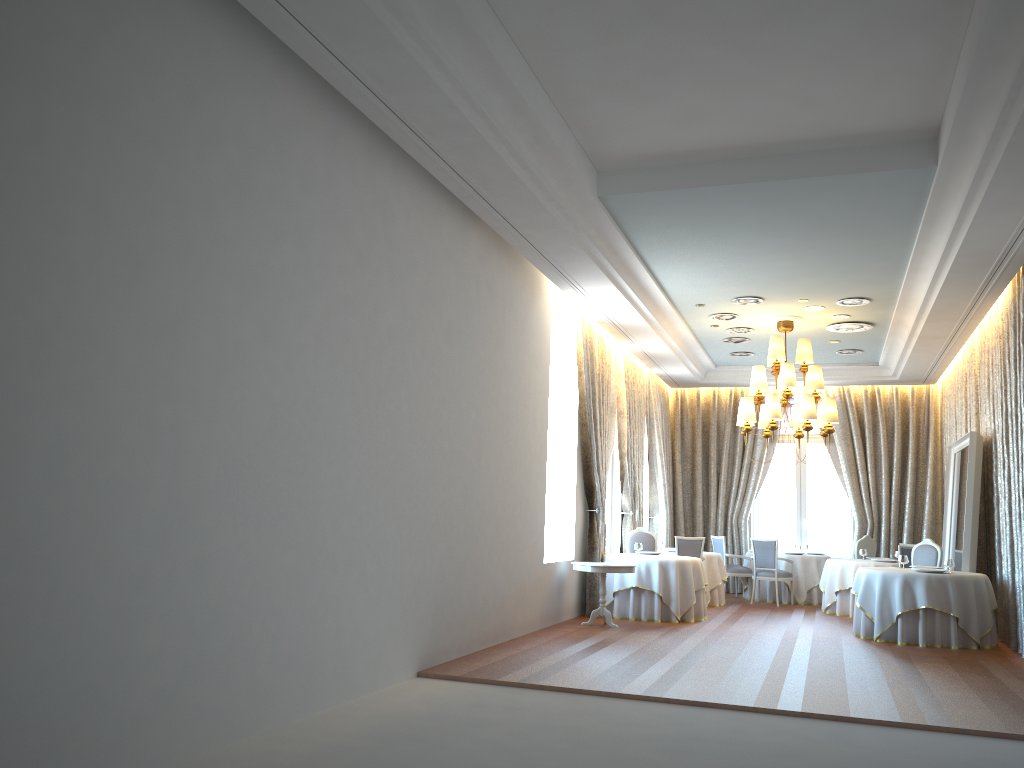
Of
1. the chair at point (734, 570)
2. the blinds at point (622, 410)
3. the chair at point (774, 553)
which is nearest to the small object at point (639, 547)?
the blinds at point (622, 410)

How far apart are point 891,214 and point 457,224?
4.2 meters

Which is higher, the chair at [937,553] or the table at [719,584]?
the chair at [937,553]

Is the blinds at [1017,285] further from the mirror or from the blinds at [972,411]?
the blinds at [972,411]

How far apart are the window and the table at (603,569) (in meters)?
7.56

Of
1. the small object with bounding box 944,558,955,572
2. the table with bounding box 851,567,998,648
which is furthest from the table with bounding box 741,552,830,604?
the small object with bounding box 944,558,955,572

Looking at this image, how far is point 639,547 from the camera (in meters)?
12.76

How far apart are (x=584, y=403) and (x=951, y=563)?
5.0m

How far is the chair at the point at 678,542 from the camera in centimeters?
1376cm

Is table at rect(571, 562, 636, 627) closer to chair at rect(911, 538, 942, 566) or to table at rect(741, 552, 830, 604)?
chair at rect(911, 538, 942, 566)
